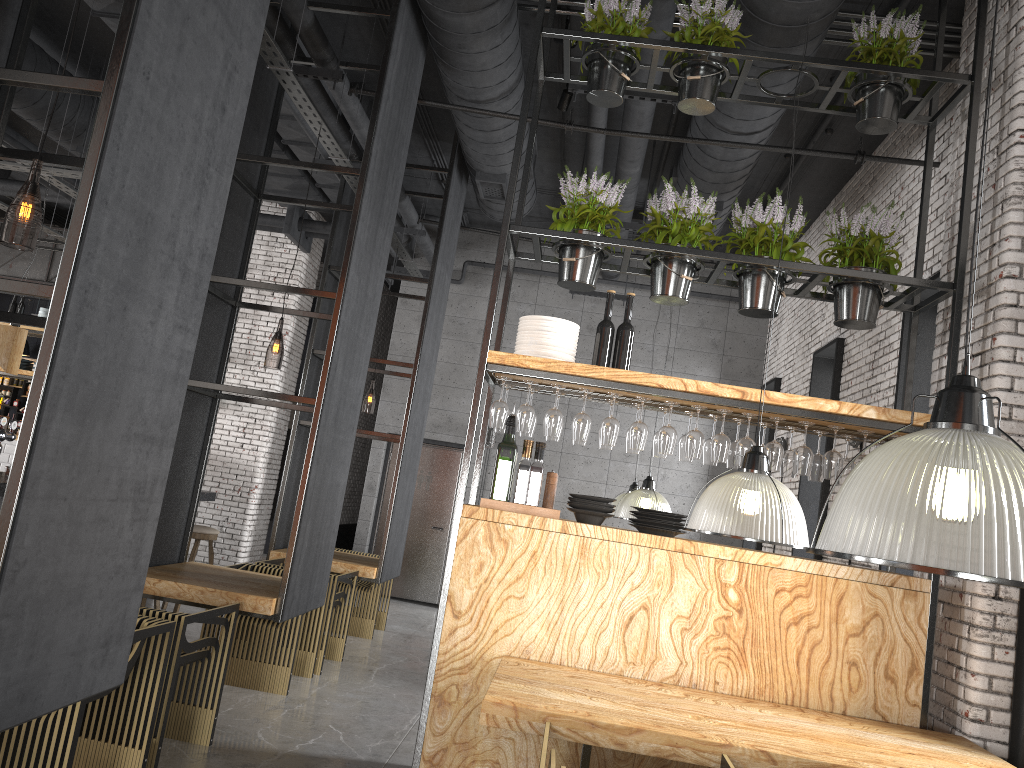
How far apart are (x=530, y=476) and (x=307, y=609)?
1.7m

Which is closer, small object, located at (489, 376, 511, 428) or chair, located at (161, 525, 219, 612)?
small object, located at (489, 376, 511, 428)

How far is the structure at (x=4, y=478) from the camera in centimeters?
613cm

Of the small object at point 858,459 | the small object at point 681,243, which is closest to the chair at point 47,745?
the small object at point 681,243

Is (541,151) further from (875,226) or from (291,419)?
(291,419)

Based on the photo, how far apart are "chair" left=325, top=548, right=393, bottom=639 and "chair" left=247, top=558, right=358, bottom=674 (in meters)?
1.17

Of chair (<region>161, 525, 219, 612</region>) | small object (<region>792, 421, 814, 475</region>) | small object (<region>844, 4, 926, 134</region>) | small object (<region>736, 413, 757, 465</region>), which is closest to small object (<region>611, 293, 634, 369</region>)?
small object (<region>736, 413, 757, 465</region>)

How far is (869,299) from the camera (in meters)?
4.62

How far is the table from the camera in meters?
3.2

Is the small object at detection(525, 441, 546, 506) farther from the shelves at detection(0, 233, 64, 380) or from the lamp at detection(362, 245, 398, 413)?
the shelves at detection(0, 233, 64, 380)
